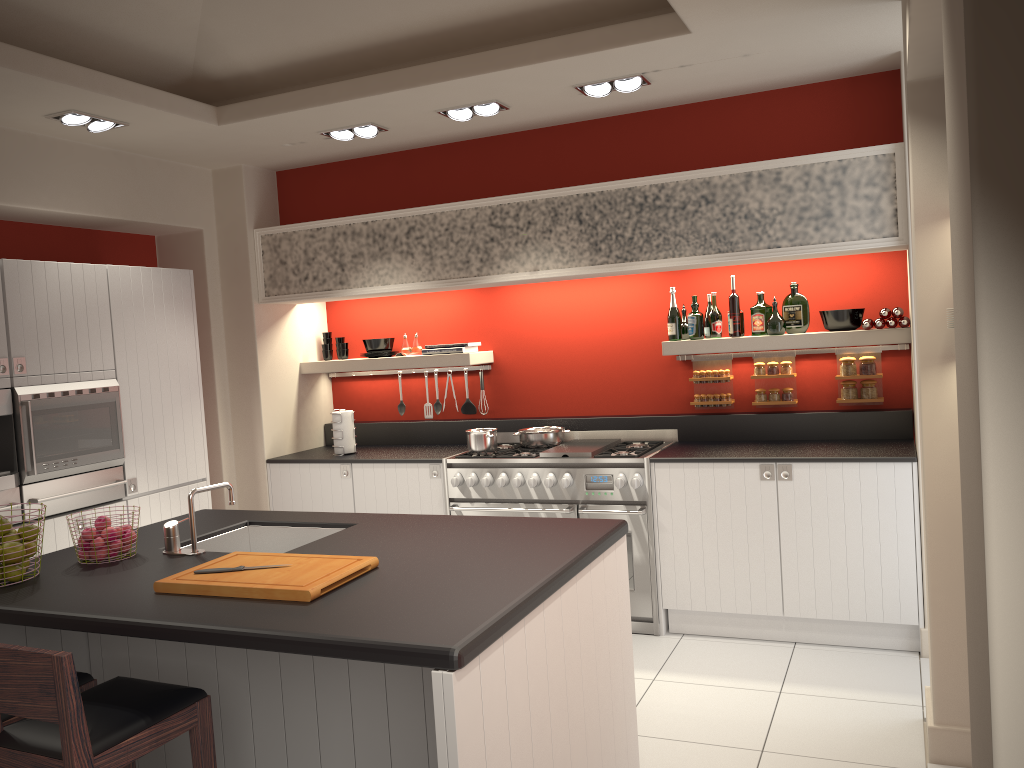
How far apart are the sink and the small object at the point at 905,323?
3.20m

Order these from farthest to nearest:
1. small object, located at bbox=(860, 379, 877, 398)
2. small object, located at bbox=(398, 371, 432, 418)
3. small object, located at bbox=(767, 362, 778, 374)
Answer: small object, located at bbox=(398, 371, 432, 418)
small object, located at bbox=(767, 362, 778, 374)
small object, located at bbox=(860, 379, 877, 398)

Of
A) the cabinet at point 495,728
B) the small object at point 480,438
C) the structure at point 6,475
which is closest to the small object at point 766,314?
the small object at point 480,438

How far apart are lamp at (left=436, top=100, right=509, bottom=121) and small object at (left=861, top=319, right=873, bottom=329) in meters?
2.3 m

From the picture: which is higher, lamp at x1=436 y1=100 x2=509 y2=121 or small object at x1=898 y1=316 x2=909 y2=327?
lamp at x1=436 y1=100 x2=509 y2=121

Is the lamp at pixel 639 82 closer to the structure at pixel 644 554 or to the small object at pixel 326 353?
the structure at pixel 644 554

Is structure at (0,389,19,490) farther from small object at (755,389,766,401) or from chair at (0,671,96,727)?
small object at (755,389,766,401)

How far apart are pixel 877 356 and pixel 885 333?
0.4m

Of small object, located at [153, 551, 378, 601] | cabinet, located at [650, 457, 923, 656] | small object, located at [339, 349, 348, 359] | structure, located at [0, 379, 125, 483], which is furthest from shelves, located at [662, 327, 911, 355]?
structure, located at [0, 379, 125, 483]

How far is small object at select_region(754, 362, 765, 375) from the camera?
5.36m
